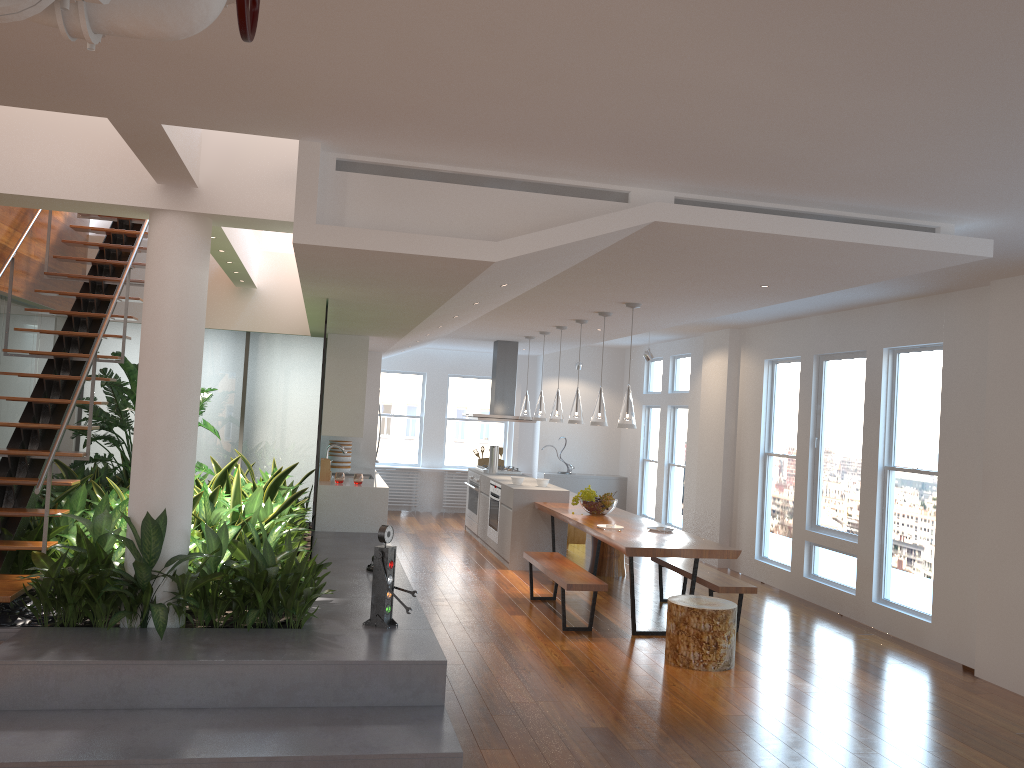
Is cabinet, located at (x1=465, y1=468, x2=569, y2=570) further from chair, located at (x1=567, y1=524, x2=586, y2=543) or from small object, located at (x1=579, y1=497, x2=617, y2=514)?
chair, located at (x1=567, y1=524, x2=586, y2=543)

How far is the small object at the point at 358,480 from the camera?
8.71m

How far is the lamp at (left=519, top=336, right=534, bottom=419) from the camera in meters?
10.5 m

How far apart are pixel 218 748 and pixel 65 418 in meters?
2.5 m

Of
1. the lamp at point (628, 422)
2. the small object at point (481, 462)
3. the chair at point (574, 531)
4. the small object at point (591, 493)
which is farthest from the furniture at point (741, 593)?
the small object at point (481, 462)

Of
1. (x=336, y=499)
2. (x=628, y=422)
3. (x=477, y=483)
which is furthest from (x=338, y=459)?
(x=628, y=422)

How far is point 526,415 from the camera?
10.5 meters

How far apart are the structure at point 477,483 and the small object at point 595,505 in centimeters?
303cm

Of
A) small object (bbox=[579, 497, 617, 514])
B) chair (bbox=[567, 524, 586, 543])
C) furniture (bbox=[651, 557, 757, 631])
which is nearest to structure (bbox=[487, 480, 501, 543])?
chair (bbox=[567, 524, 586, 543])

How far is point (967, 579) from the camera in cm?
634
